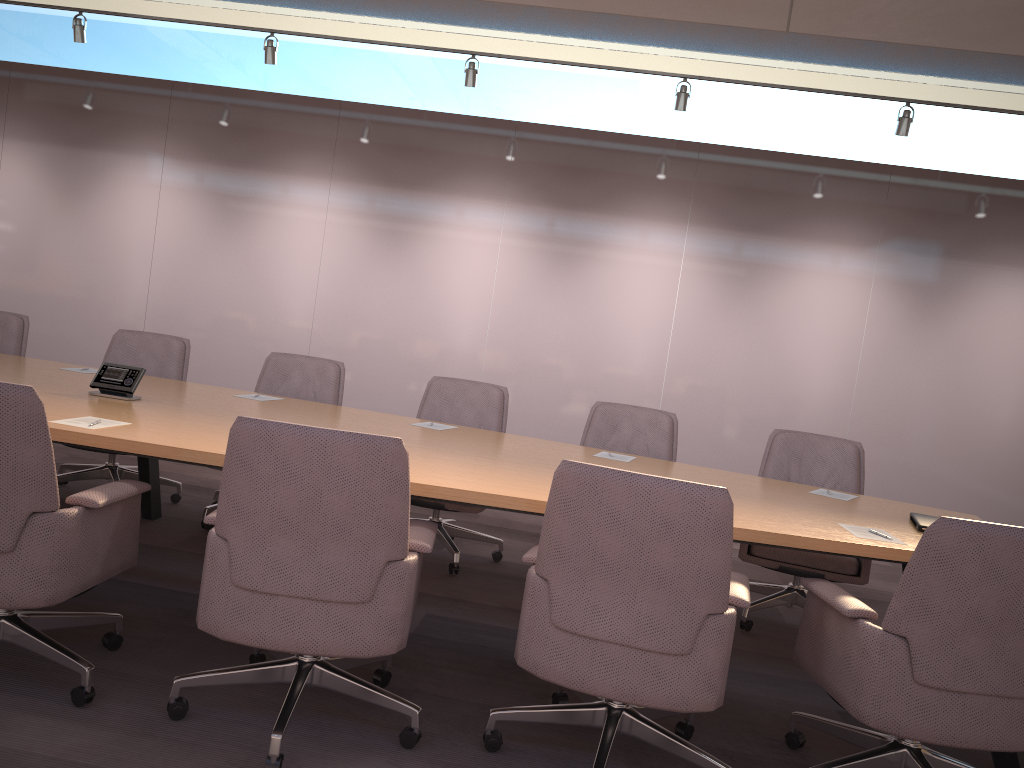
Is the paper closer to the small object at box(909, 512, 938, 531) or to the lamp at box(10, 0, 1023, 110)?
the small object at box(909, 512, 938, 531)

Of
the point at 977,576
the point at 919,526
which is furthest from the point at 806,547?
the point at 919,526

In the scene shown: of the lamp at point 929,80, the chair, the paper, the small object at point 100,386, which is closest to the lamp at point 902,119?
the chair

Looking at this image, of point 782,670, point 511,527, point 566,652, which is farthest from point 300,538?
point 511,527

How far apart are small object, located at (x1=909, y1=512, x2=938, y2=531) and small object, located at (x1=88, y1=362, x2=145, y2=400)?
3.19m

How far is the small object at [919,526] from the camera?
3.28m

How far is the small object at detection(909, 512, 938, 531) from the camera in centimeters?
328cm

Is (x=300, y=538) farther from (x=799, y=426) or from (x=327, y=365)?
(x=799, y=426)

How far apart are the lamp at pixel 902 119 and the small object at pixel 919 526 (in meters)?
3.51

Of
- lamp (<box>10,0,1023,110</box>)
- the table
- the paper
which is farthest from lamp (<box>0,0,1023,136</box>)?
the paper
